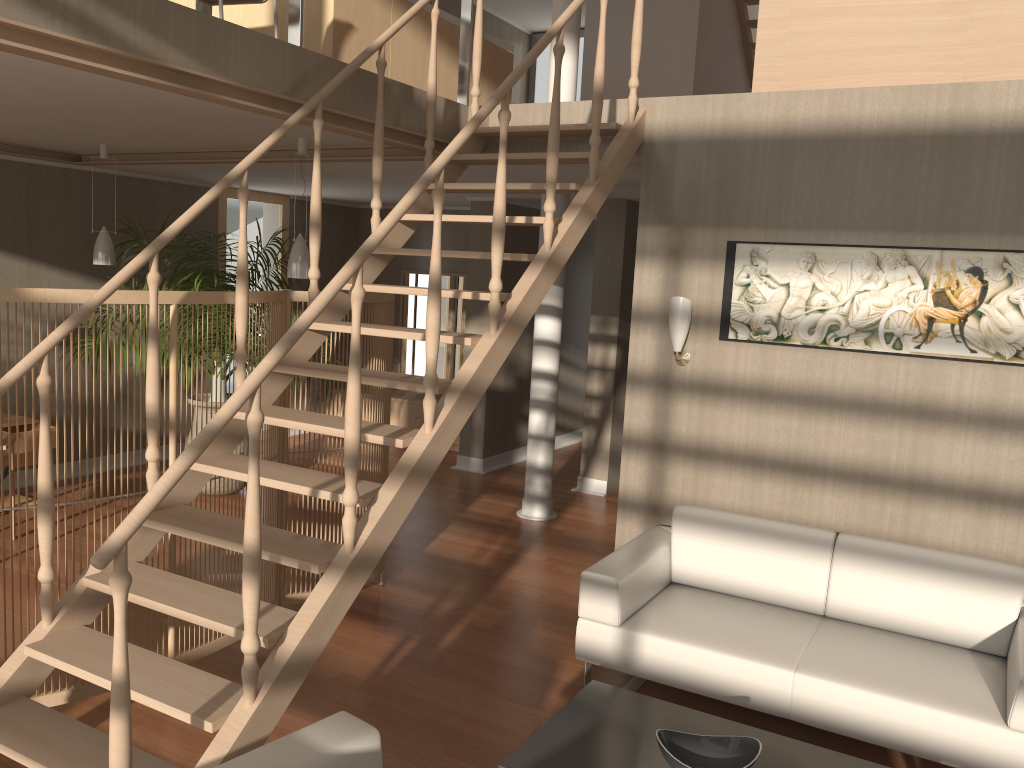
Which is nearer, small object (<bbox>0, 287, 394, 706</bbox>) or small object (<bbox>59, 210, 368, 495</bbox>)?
small object (<bbox>0, 287, 394, 706</bbox>)

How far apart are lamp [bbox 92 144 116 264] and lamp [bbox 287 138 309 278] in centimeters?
169cm

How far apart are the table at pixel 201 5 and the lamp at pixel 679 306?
3.04m

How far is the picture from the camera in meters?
3.8

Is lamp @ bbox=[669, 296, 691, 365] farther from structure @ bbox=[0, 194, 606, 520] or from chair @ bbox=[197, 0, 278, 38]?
chair @ bbox=[197, 0, 278, 38]

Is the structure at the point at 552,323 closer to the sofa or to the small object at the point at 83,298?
the small object at the point at 83,298

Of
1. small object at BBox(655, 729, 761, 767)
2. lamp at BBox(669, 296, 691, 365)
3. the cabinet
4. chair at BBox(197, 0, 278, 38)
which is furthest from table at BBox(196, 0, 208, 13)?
the cabinet

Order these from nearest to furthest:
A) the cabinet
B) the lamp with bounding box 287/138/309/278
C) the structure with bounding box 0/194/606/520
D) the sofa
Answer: the sofa, the lamp with bounding box 287/138/309/278, the structure with bounding box 0/194/606/520, the cabinet

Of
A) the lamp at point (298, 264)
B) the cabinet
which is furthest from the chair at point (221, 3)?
the cabinet

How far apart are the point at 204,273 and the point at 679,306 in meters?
3.3
